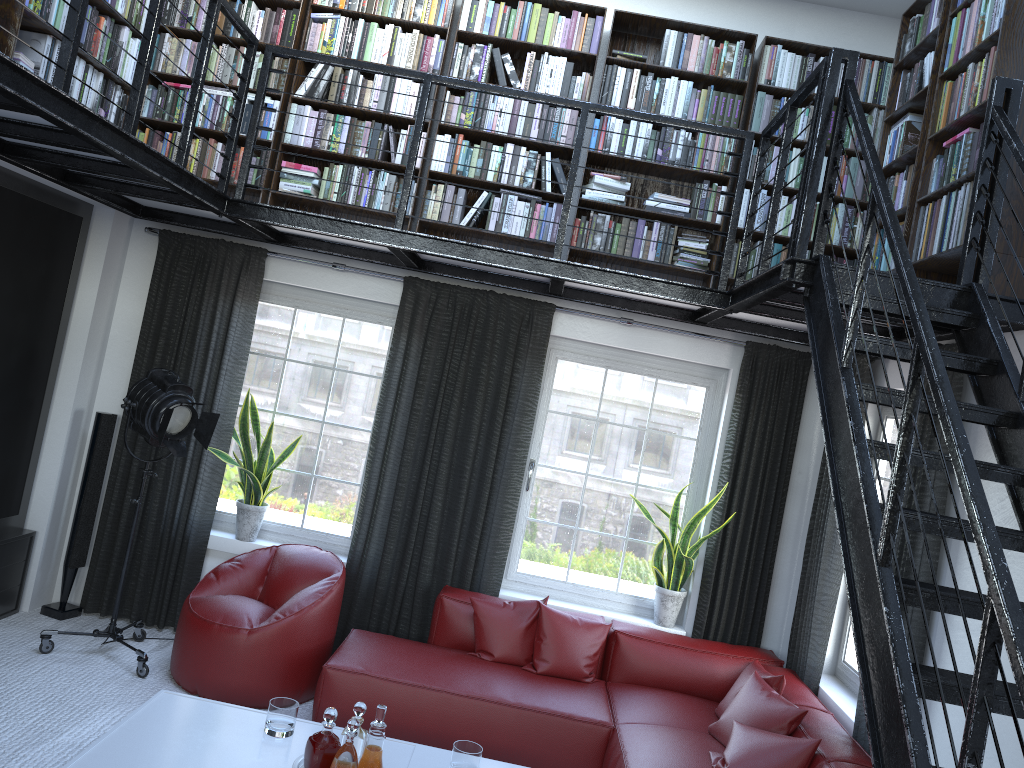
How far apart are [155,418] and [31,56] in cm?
180

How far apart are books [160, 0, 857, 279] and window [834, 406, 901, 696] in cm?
103

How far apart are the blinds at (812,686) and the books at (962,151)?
0.7 meters

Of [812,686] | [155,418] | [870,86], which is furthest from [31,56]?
[812,686]

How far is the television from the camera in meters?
4.6 m

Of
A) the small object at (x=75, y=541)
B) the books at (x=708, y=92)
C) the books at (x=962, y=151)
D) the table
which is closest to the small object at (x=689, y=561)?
the books at (x=708, y=92)

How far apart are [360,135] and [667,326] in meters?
2.2 m

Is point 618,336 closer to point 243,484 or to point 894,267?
point 894,267

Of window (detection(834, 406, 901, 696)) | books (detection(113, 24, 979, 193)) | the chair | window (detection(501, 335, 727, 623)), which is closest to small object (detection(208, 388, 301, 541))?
the chair

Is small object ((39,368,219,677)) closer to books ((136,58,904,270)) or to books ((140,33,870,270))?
books ((136,58,904,270))
